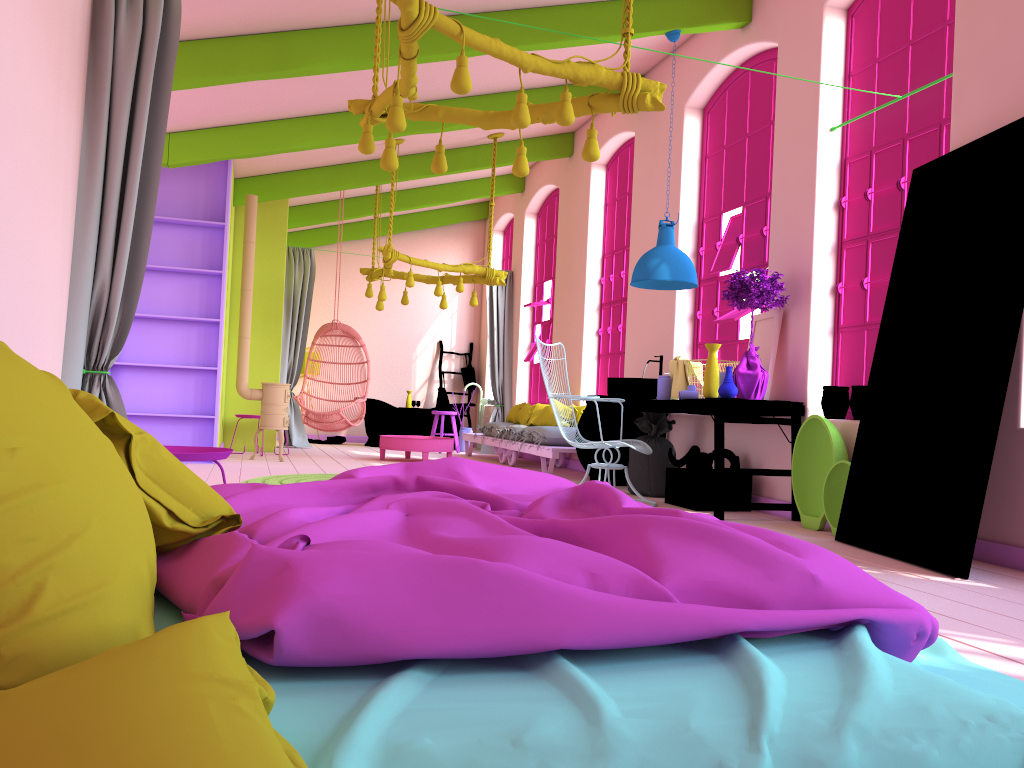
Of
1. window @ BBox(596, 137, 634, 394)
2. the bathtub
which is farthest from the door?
the bathtub

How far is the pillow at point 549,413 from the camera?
10.04m

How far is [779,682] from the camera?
1.5 meters

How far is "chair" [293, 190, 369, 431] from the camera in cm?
1030

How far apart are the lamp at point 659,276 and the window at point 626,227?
2.5m

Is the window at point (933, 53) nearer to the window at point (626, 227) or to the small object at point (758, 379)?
the small object at point (758, 379)

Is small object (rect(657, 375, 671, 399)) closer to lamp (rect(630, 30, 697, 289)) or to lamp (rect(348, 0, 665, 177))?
lamp (rect(630, 30, 697, 289))

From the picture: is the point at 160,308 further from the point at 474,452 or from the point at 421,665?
the point at 421,665

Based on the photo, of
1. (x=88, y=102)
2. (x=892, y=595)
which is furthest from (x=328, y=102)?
(x=892, y=595)

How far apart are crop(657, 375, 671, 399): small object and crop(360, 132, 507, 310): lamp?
3.5 meters
